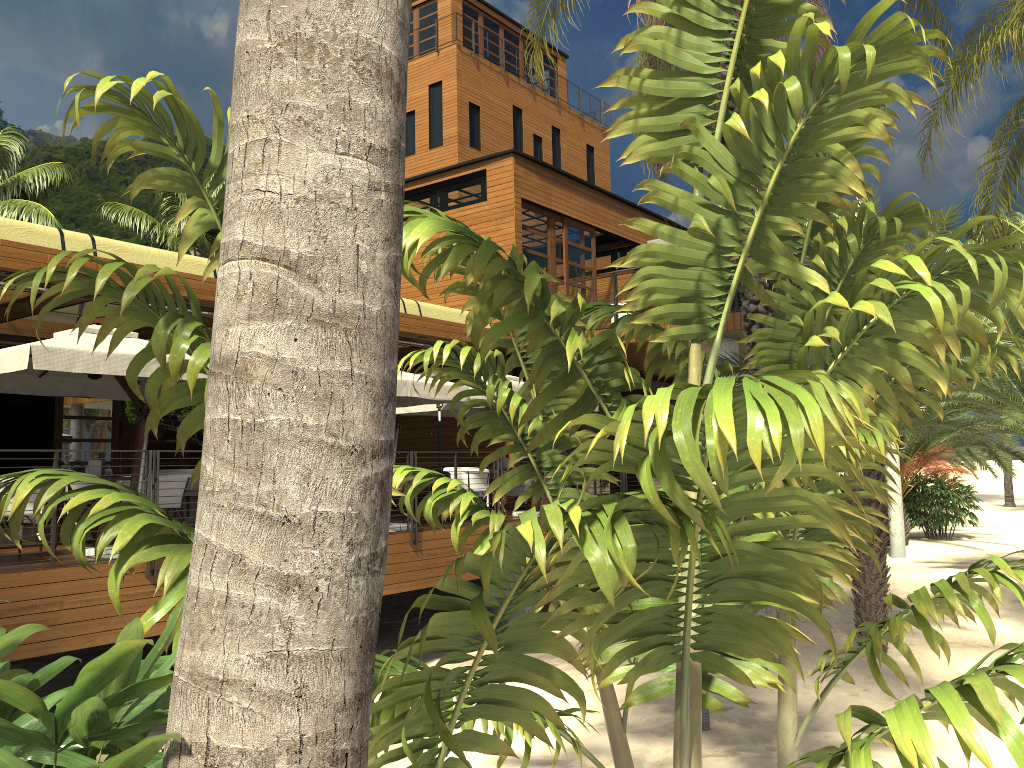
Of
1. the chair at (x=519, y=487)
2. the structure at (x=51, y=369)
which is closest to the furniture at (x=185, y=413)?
the structure at (x=51, y=369)

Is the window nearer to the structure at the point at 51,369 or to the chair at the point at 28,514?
the structure at the point at 51,369

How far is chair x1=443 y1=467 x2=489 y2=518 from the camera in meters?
13.6 m

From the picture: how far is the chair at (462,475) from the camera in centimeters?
1356cm

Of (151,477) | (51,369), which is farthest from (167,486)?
(51,369)

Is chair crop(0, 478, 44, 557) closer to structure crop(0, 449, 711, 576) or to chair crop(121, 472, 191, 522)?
structure crop(0, 449, 711, 576)

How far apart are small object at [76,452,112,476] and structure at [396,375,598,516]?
5.6m

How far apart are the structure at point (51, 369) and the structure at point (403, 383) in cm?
298

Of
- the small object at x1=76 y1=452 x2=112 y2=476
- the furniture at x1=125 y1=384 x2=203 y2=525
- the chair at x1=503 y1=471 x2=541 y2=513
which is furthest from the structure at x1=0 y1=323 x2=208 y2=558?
the chair at x1=503 y1=471 x2=541 y2=513

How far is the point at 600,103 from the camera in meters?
37.2
